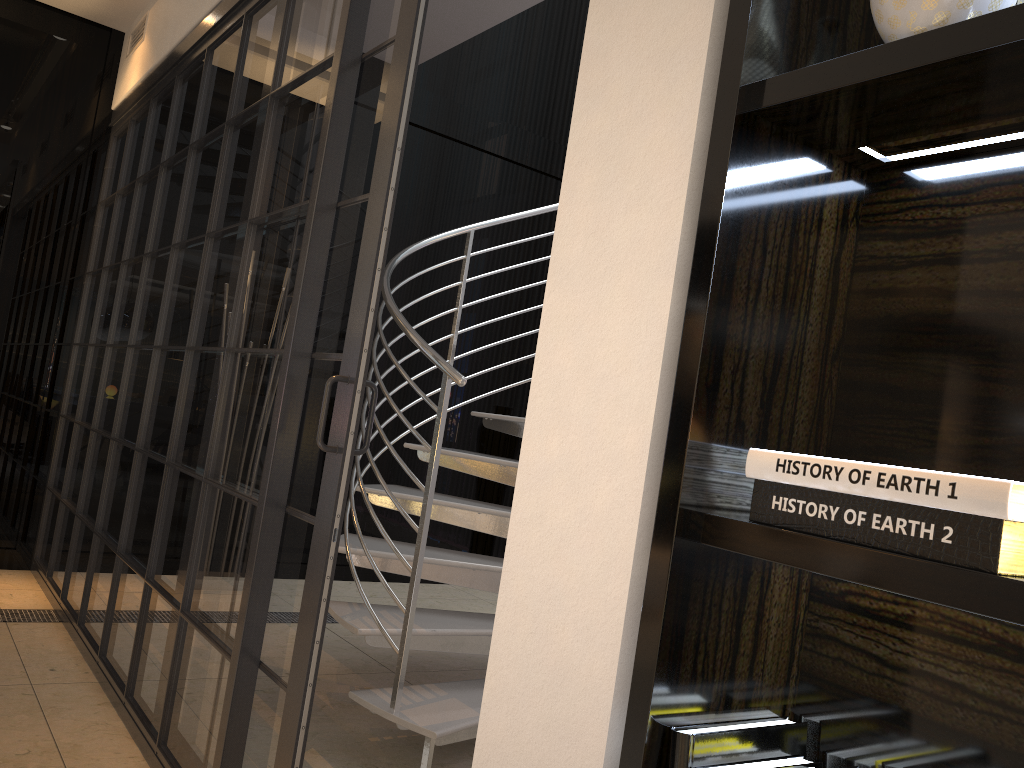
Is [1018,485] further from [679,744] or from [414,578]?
[414,578]

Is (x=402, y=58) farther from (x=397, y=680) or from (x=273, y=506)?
(x=397, y=680)

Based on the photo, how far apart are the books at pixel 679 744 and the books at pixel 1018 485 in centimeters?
23cm

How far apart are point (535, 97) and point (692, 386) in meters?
5.2

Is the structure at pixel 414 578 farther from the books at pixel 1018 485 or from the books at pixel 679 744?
the books at pixel 1018 485

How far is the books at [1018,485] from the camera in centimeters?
69cm

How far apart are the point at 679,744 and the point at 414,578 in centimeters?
165cm

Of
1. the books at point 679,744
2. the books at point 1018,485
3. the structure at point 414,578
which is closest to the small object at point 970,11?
the books at point 1018,485

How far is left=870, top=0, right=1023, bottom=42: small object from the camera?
0.8m

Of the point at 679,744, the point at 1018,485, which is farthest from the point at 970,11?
the point at 679,744
